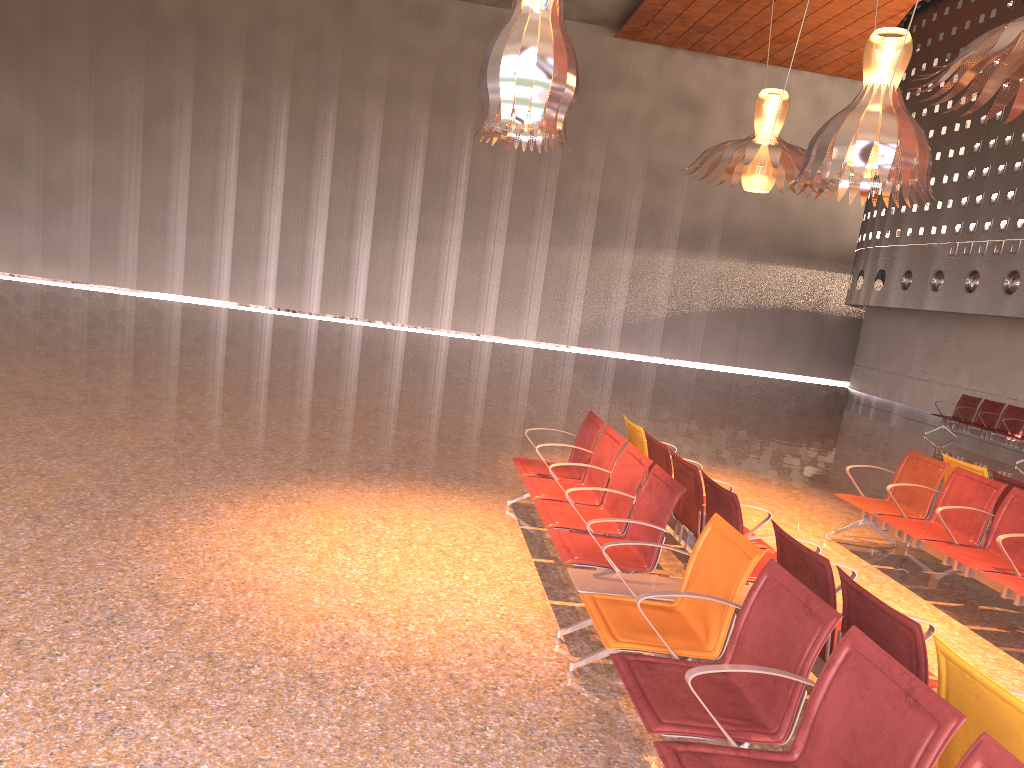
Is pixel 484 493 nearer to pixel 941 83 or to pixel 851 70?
pixel 941 83

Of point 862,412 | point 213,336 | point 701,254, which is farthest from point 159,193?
point 862,412

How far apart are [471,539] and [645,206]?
22.8m

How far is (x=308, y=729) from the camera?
3.3 meters
